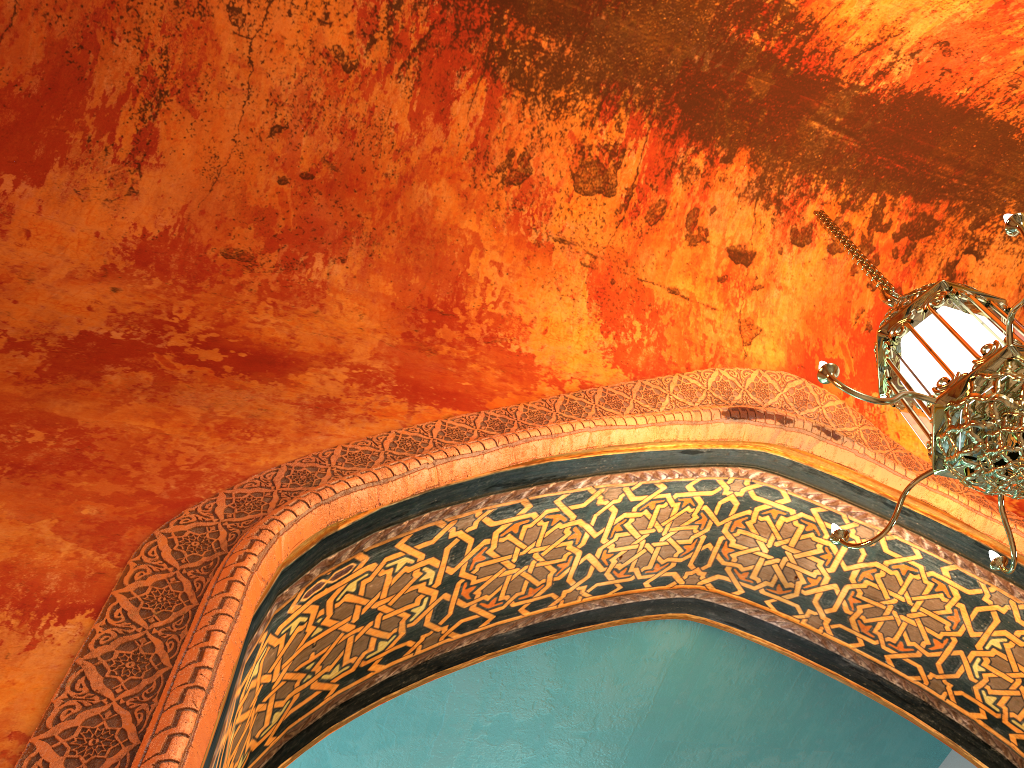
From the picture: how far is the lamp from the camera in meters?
2.2

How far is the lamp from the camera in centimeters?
218cm

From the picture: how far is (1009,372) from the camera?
2.2m

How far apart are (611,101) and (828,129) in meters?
1.0
